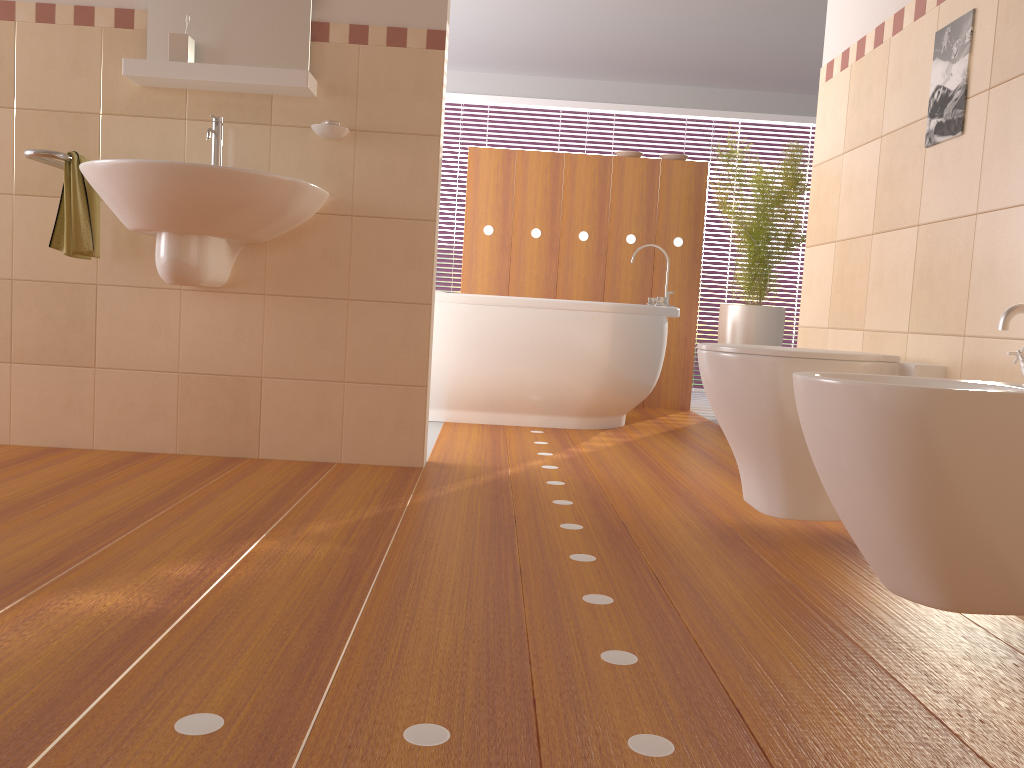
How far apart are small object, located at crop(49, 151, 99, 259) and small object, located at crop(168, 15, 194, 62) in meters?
0.4

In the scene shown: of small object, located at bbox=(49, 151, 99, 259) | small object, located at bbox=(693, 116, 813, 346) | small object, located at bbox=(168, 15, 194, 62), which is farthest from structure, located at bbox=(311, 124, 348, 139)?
small object, located at bbox=(693, 116, 813, 346)

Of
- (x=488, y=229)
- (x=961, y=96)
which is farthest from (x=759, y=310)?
(x=961, y=96)

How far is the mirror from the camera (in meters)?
2.75

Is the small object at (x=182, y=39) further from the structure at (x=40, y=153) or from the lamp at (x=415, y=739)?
the lamp at (x=415, y=739)

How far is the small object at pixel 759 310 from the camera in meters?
4.8 m

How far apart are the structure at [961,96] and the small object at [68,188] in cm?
230

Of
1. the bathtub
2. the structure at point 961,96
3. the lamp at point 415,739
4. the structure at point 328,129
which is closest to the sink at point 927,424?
the lamp at point 415,739

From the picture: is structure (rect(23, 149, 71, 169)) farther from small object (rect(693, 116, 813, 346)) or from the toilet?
small object (rect(693, 116, 813, 346))

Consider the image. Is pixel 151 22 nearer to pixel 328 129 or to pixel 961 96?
pixel 328 129
